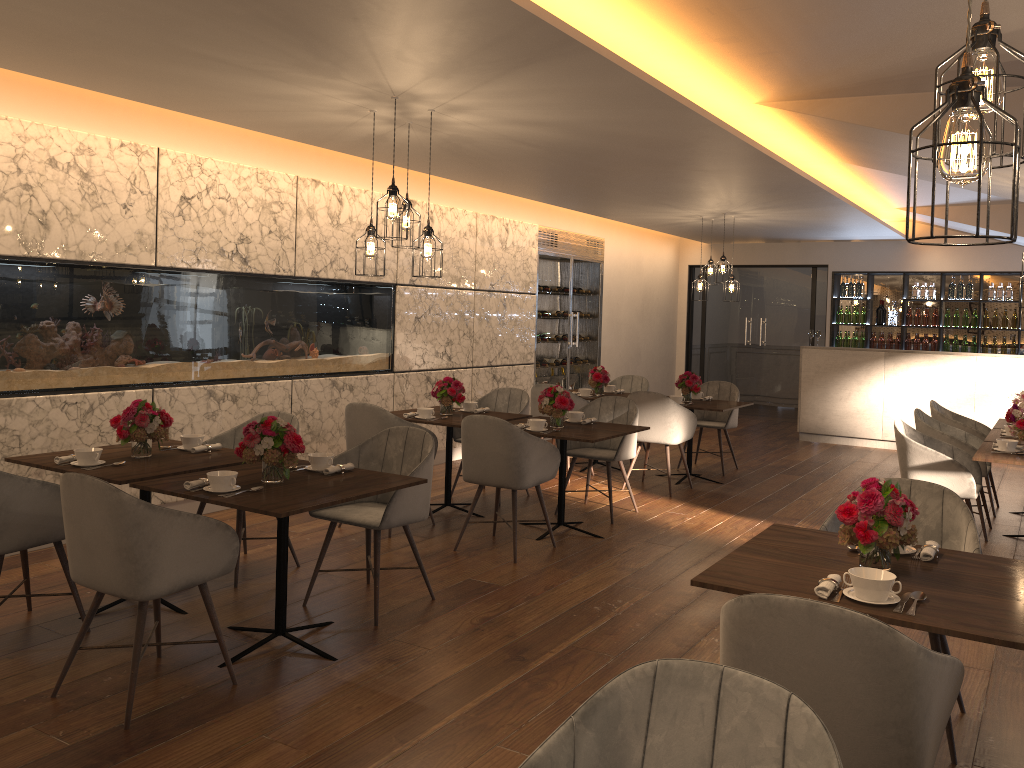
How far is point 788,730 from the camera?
1.5m

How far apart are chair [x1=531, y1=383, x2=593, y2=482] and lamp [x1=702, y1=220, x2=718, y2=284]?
3.1 meters

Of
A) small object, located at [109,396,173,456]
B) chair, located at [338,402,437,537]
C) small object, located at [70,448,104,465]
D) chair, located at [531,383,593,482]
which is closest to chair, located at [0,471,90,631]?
small object, located at [70,448,104,465]

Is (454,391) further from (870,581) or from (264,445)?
(870,581)

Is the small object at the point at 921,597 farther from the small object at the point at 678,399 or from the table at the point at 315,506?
the small object at the point at 678,399

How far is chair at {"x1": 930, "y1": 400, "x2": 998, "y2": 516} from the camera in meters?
7.0

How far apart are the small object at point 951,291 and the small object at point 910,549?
10.1 meters

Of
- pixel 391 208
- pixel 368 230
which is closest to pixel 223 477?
pixel 391 208

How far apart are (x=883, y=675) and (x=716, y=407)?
5.9m

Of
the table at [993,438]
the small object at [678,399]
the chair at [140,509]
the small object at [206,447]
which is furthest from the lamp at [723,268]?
the chair at [140,509]
